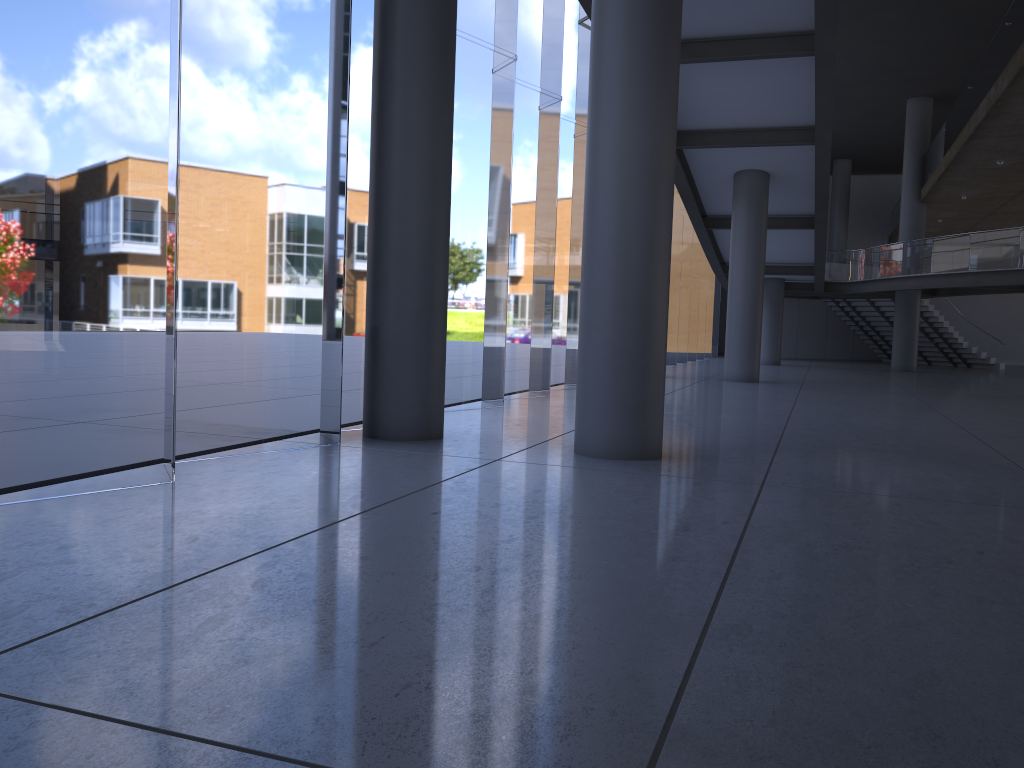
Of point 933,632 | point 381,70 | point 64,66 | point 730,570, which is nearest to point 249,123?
Result: point 64,66

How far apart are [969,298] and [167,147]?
37.6m
